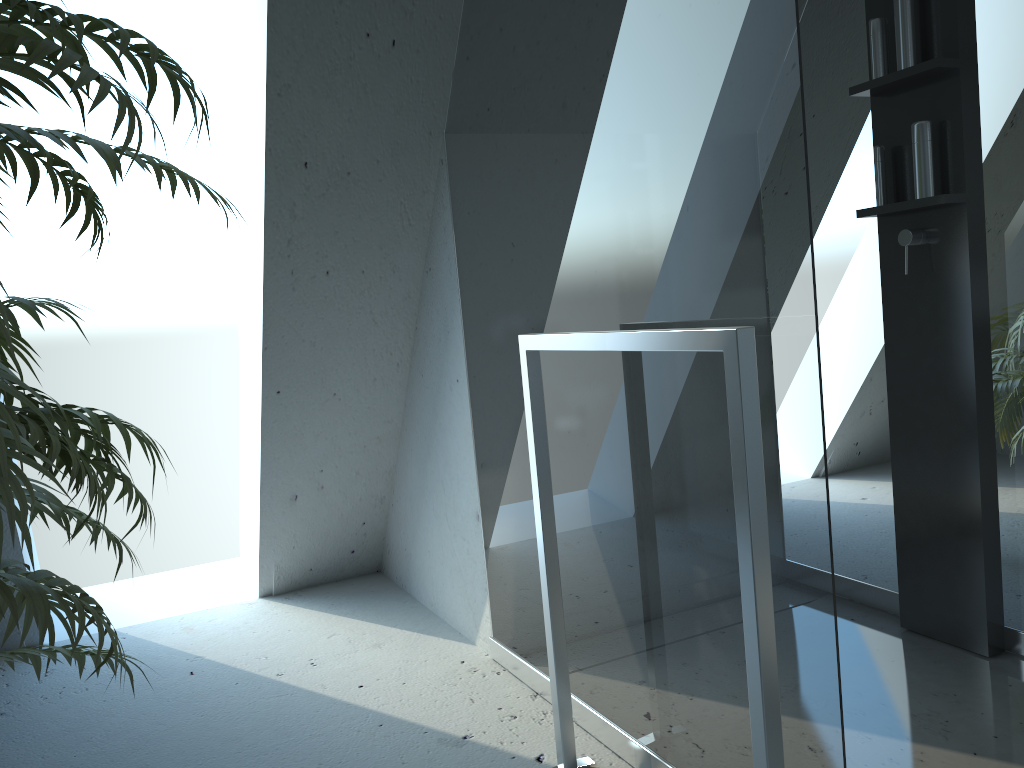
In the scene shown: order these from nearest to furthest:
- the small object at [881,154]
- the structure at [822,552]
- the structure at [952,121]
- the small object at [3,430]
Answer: the small object at [3,430]
the structure at [822,552]
the structure at [952,121]
the small object at [881,154]

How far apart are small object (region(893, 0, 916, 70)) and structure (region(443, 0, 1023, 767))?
0.14m

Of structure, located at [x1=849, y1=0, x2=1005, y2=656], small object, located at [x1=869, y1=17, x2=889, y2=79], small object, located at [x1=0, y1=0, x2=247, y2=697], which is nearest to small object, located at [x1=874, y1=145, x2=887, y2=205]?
structure, located at [x1=849, y1=0, x2=1005, y2=656]

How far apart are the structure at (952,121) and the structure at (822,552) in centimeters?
2cm

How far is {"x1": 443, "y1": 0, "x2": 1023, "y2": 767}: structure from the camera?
1.2m

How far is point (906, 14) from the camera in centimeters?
201cm

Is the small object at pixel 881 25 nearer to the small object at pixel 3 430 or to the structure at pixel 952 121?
the structure at pixel 952 121

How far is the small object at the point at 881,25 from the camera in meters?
2.1

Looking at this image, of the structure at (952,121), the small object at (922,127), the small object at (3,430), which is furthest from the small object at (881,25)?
the small object at (3,430)

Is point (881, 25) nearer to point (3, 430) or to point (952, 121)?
point (952, 121)
